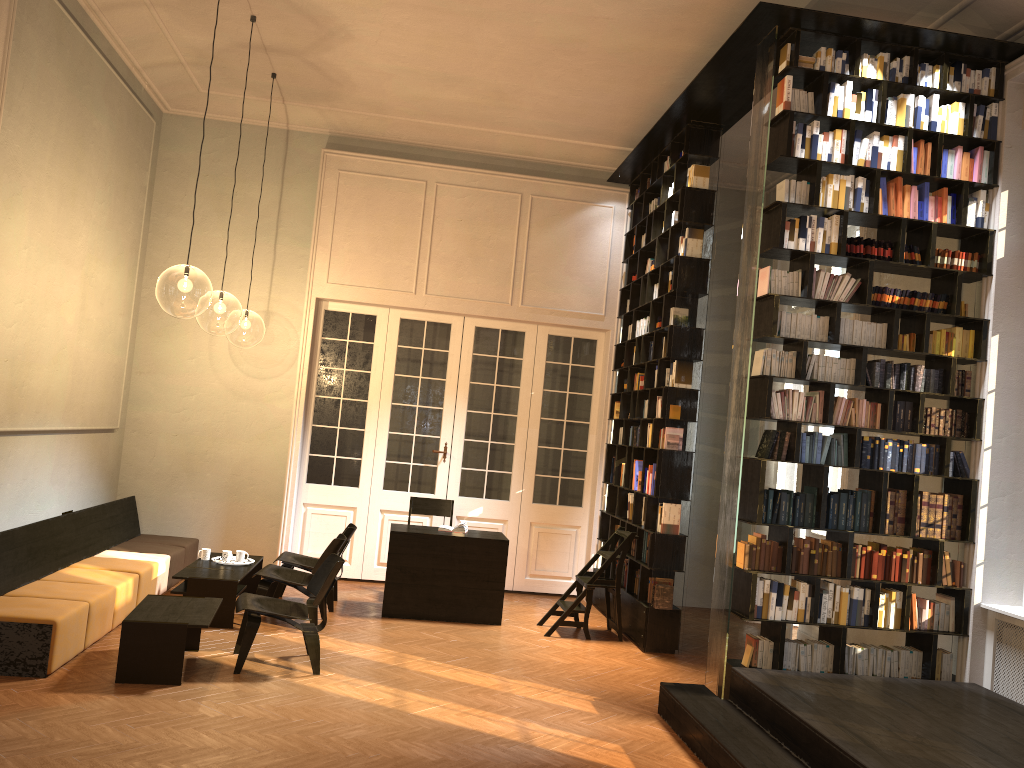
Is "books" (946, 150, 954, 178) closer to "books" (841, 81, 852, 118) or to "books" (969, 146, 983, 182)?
"books" (969, 146, 983, 182)

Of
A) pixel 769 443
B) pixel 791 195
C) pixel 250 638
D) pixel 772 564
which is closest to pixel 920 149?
pixel 791 195

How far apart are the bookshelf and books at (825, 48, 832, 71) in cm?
6

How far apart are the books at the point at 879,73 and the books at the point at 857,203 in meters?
0.8 m

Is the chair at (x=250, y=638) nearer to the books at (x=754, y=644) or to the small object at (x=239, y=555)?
the small object at (x=239, y=555)

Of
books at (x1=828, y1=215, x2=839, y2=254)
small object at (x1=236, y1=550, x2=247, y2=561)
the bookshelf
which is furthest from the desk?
books at (x1=828, y1=215, x2=839, y2=254)

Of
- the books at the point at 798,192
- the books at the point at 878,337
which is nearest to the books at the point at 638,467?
the books at the point at 878,337

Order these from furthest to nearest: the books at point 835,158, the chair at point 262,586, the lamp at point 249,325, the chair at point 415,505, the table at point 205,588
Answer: the lamp at point 249,325 → the chair at point 415,505 → the chair at point 262,586 → the table at point 205,588 → the books at point 835,158

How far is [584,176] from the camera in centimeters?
1078cm

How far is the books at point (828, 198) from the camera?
6.3m
